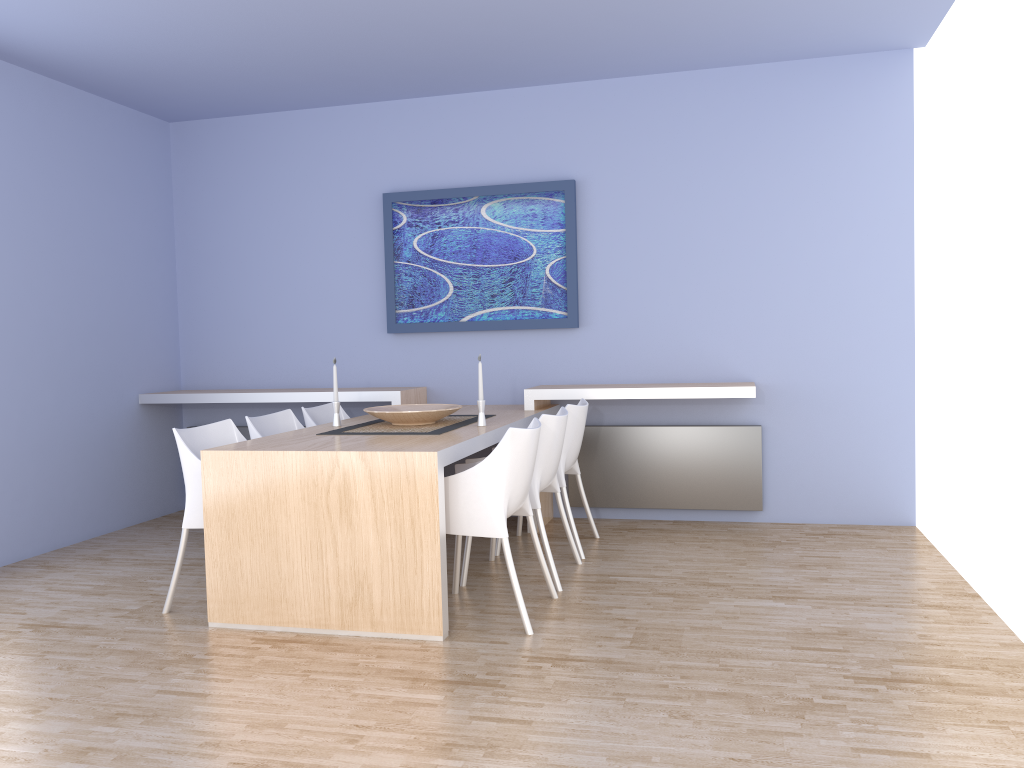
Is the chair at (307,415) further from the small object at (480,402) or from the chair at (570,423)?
the chair at (570,423)

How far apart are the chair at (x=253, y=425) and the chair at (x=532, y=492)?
1.15m

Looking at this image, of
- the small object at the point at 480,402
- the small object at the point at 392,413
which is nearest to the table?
the small object at the point at 480,402

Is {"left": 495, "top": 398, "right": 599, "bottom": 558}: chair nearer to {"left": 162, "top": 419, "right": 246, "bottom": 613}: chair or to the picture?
the picture

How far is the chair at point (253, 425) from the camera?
4.4m

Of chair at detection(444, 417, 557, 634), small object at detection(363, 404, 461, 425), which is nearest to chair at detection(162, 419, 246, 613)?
small object at detection(363, 404, 461, 425)

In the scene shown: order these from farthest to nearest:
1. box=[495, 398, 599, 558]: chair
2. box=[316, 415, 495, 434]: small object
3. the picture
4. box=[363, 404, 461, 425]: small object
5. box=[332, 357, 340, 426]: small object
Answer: the picture, box=[495, 398, 599, 558]: chair, box=[332, 357, 340, 426]: small object, box=[363, 404, 461, 425]: small object, box=[316, 415, 495, 434]: small object

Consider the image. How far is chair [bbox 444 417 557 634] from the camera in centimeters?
342cm

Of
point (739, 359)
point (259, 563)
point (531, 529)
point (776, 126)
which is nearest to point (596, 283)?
point (739, 359)

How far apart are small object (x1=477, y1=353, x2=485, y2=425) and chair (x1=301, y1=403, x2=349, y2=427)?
1.1m
